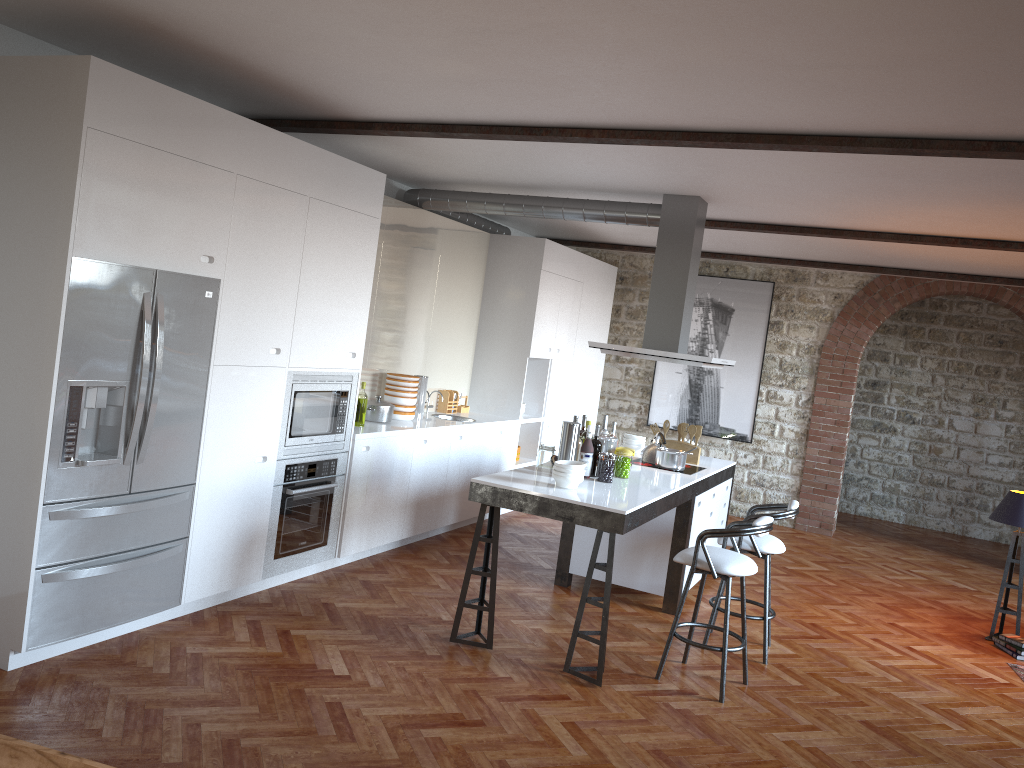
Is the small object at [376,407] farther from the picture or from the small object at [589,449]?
the picture

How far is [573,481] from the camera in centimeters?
495cm

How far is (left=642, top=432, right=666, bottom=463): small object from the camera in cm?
665

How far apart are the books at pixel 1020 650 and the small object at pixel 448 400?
4.80m

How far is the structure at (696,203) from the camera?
6.4 meters

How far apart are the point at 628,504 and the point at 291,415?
2.10m

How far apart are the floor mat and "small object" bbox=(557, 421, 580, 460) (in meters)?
3.31

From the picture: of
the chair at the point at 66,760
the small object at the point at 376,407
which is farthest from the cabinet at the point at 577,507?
the chair at the point at 66,760

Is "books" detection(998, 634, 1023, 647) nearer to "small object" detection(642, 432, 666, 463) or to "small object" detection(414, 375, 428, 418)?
"small object" detection(642, 432, 666, 463)

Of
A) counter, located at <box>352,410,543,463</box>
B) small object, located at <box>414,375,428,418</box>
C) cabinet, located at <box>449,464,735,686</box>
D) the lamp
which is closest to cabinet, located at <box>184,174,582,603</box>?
counter, located at <box>352,410,543,463</box>
